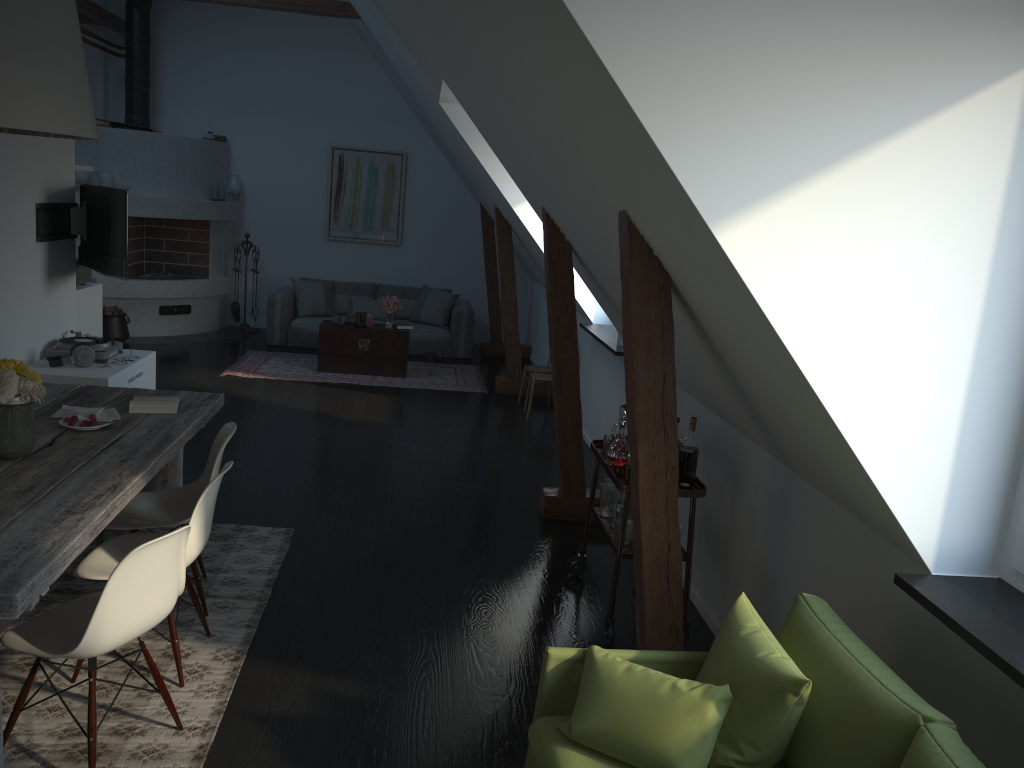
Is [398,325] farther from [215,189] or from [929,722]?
[929,722]

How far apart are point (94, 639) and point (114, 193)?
4.41m

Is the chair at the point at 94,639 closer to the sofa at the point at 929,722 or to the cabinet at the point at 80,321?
the sofa at the point at 929,722

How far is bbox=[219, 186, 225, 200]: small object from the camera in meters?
10.8 m

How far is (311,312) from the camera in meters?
10.6 m

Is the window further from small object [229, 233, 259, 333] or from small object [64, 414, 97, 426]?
small object [229, 233, 259, 333]

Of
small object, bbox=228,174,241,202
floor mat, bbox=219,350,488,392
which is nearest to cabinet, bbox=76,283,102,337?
floor mat, bbox=219,350,488,392

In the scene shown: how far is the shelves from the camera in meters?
3.8 m

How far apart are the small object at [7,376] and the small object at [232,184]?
8.3m

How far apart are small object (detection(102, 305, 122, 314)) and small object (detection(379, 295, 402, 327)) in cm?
304
